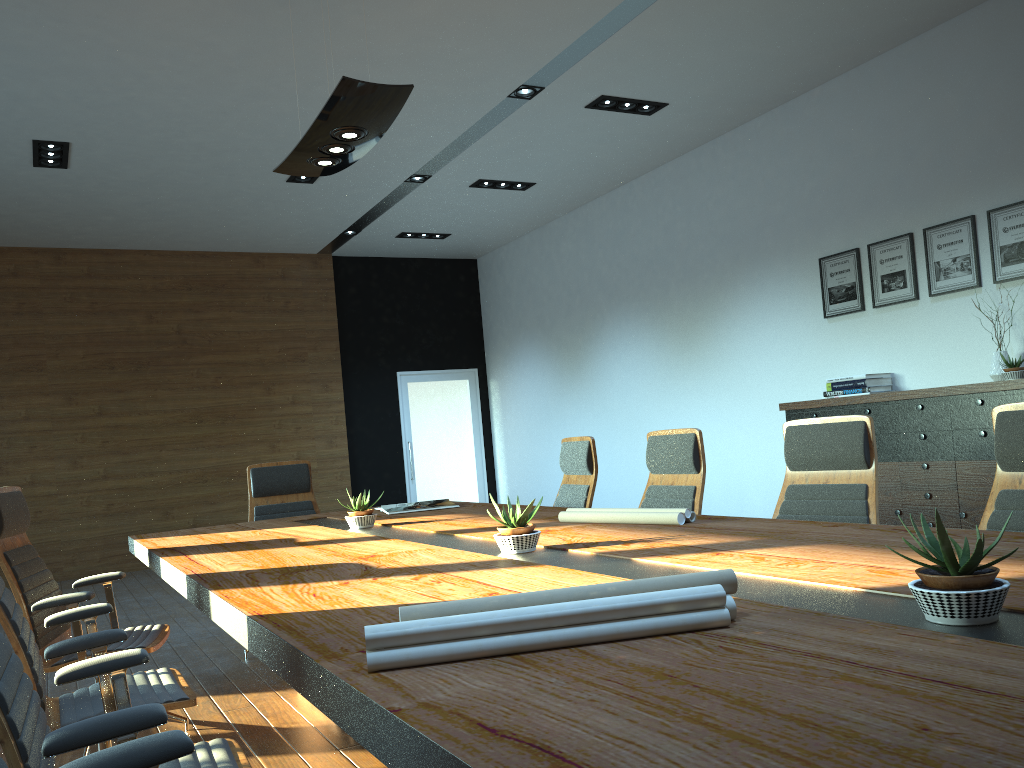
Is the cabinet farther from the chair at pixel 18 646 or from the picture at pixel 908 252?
the chair at pixel 18 646

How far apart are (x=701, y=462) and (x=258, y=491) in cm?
A: 286

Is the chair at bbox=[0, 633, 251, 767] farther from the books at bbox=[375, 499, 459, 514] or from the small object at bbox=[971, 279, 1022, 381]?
the small object at bbox=[971, 279, 1022, 381]

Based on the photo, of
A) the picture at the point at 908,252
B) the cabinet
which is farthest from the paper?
the picture at the point at 908,252

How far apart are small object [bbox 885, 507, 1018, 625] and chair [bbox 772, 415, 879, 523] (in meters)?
1.84

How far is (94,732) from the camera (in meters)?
1.62

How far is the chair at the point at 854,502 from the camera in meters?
3.3

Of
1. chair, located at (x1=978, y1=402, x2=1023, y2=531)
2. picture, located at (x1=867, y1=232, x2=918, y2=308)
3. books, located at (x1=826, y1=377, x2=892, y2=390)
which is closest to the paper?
chair, located at (x1=978, y1=402, x2=1023, y2=531)

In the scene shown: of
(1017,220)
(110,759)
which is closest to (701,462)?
(110,759)

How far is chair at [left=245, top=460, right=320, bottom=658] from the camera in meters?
5.5 m
